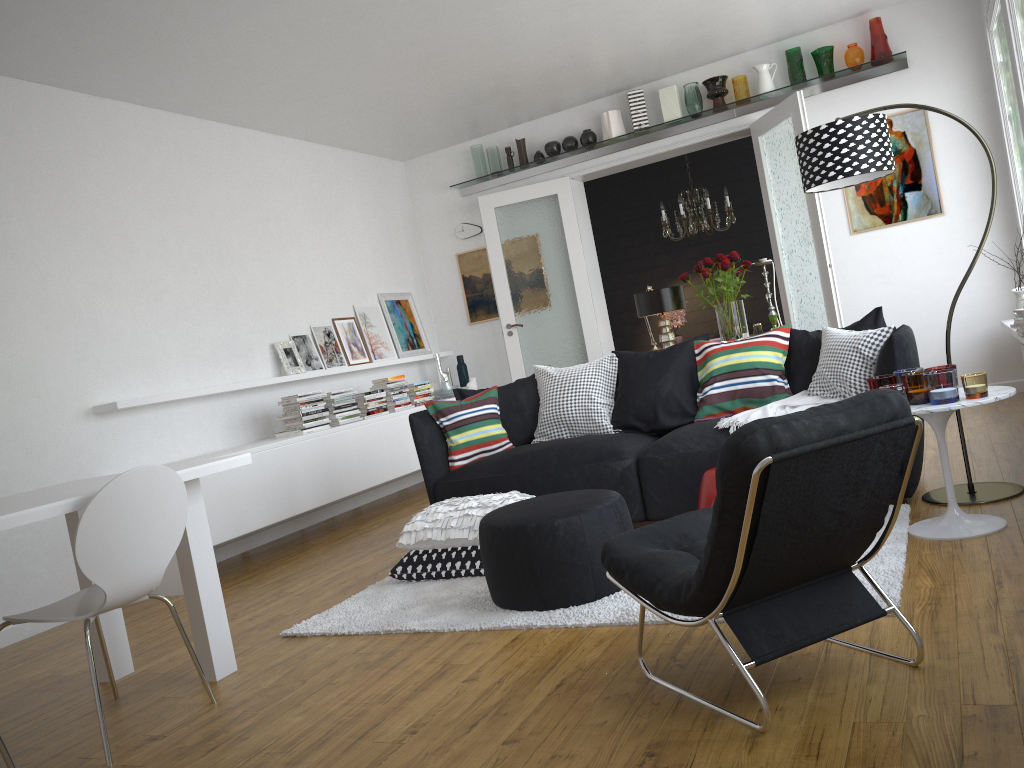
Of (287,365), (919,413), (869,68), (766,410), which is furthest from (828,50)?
(287,365)

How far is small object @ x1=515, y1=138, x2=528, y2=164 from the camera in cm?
807

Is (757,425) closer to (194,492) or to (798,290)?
(194,492)

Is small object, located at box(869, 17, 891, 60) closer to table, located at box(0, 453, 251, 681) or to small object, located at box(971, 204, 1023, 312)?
small object, located at box(971, 204, 1023, 312)

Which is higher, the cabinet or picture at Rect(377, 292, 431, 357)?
picture at Rect(377, 292, 431, 357)

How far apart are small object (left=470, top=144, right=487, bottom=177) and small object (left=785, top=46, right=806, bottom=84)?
2.8m

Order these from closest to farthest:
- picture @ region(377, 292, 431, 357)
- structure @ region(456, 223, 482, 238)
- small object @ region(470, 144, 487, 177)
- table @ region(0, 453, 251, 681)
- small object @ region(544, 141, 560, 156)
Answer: table @ region(0, 453, 251, 681) < small object @ region(544, 141, 560, 156) < picture @ region(377, 292, 431, 357) < small object @ region(470, 144, 487, 177) < structure @ region(456, 223, 482, 238)

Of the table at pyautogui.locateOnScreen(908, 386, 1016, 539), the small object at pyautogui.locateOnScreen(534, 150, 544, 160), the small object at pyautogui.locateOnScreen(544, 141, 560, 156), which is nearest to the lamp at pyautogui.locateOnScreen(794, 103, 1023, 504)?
the table at pyautogui.locateOnScreen(908, 386, 1016, 539)

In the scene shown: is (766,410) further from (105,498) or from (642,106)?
(642,106)

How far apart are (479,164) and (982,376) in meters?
5.8 m
